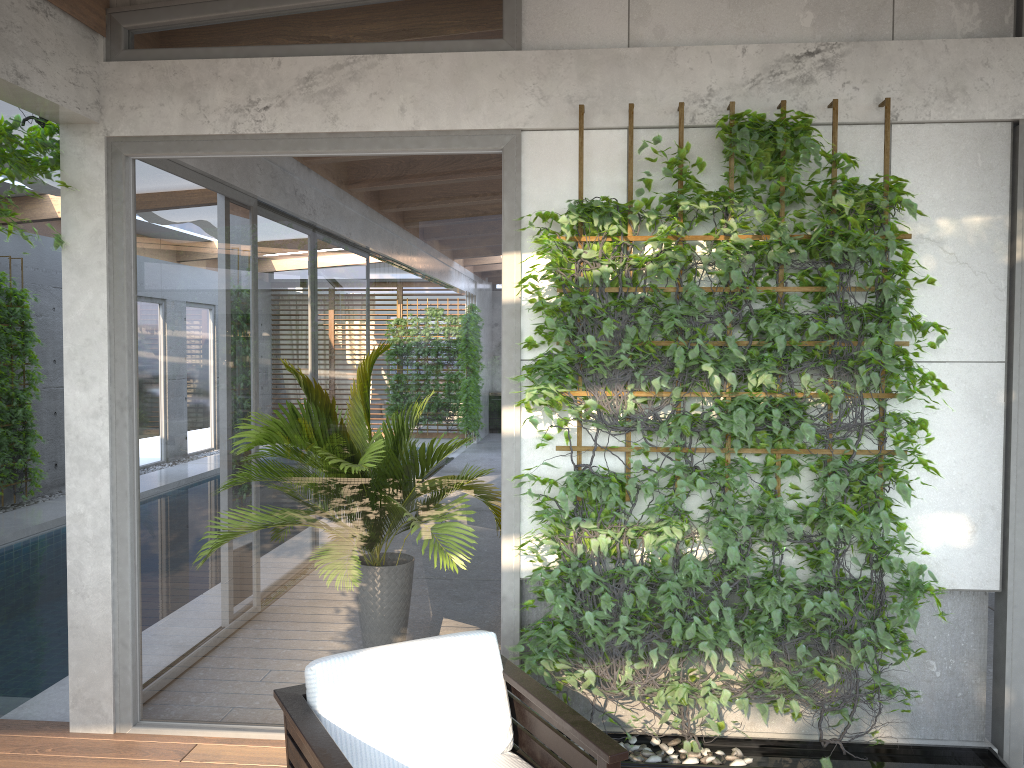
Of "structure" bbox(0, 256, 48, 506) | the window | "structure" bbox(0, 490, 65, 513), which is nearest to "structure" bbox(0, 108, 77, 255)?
the window

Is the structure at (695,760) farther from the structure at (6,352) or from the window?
the structure at (6,352)

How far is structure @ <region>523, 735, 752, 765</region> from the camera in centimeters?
352cm

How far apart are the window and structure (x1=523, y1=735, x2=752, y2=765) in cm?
66

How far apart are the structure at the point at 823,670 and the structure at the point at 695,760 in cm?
4

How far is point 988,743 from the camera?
3.7m

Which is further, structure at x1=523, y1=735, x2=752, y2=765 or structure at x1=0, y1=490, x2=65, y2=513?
structure at x1=0, y1=490, x2=65, y2=513

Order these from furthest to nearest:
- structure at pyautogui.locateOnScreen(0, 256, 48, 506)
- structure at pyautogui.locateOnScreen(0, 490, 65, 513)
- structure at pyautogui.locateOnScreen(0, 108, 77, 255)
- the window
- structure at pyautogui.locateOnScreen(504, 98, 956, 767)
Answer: structure at pyautogui.locateOnScreen(0, 490, 65, 513), structure at pyautogui.locateOnScreen(0, 256, 48, 506), the window, structure at pyautogui.locateOnScreen(0, 108, 77, 255), structure at pyautogui.locateOnScreen(504, 98, 956, 767)

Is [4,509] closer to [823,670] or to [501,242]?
[501,242]

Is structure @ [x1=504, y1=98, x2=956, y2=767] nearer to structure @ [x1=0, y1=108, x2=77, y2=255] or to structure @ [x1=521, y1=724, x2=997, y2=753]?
structure @ [x1=521, y1=724, x2=997, y2=753]
